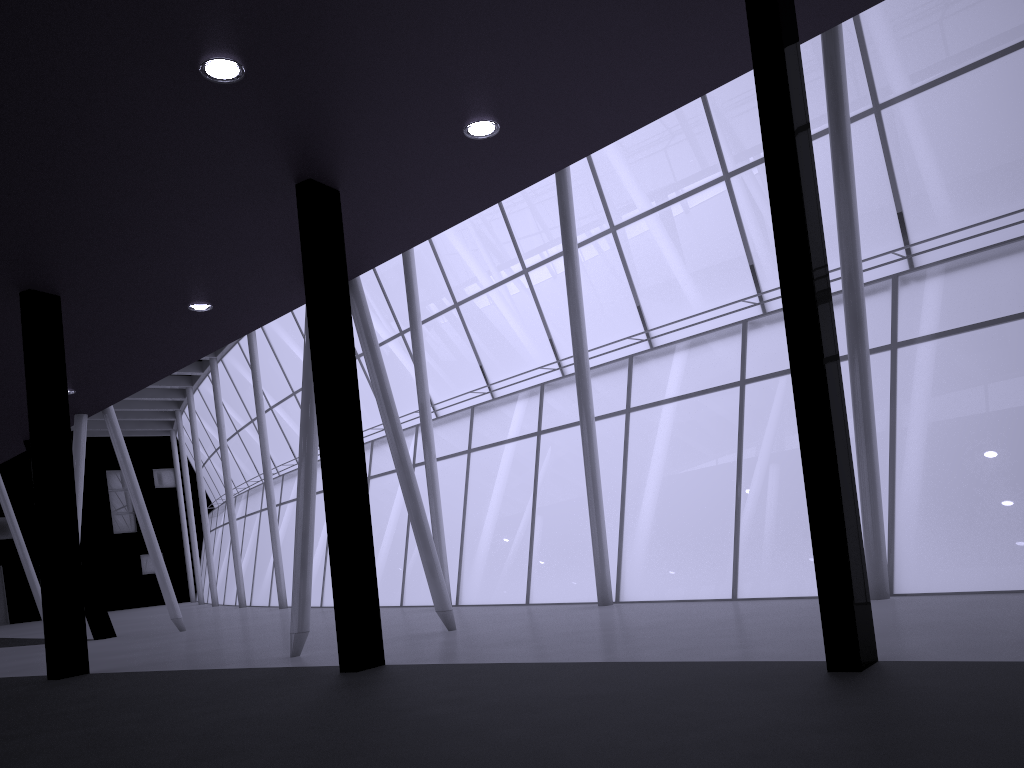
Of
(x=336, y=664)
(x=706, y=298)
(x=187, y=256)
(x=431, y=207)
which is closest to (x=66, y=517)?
(x=187, y=256)
